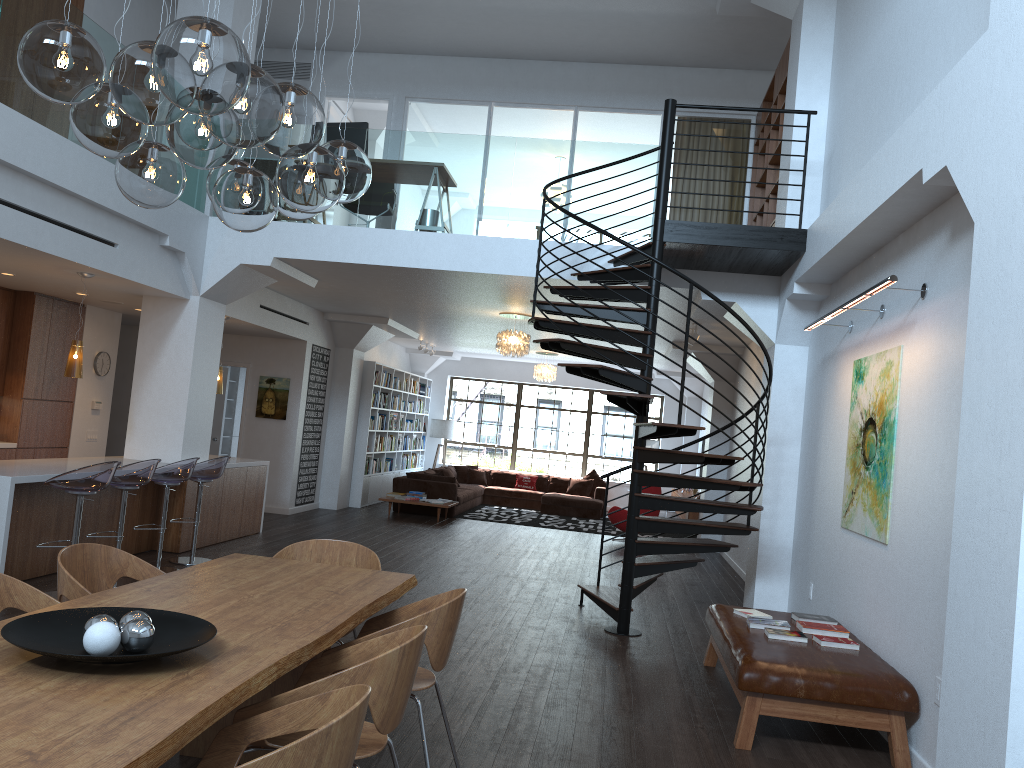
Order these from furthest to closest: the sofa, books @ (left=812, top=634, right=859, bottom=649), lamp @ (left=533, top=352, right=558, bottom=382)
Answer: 1. lamp @ (left=533, top=352, right=558, bottom=382)
2. the sofa
3. books @ (left=812, top=634, right=859, bottom=649)

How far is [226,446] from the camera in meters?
15.0 m

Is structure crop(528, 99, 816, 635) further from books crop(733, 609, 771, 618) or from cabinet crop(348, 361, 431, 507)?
cabinet crop(348, 361, 431, 507)

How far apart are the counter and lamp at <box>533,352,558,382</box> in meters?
7.0

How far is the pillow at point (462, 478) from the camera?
17.9 meters

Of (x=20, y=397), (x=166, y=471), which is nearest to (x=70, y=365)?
(x=166, y=471)

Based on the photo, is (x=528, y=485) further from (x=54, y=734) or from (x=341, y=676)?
(x=54, y=734)

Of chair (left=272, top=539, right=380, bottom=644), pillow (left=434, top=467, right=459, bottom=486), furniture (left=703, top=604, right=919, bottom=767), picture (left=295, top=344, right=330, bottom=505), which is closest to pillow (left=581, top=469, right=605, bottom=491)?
pillow (left=434, top=467, right=459, bottom=486)

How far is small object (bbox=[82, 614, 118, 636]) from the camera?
2.6 meters

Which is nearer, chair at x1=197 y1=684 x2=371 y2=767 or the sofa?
chair at x1=197 y1=684 x2=371 y2=767
